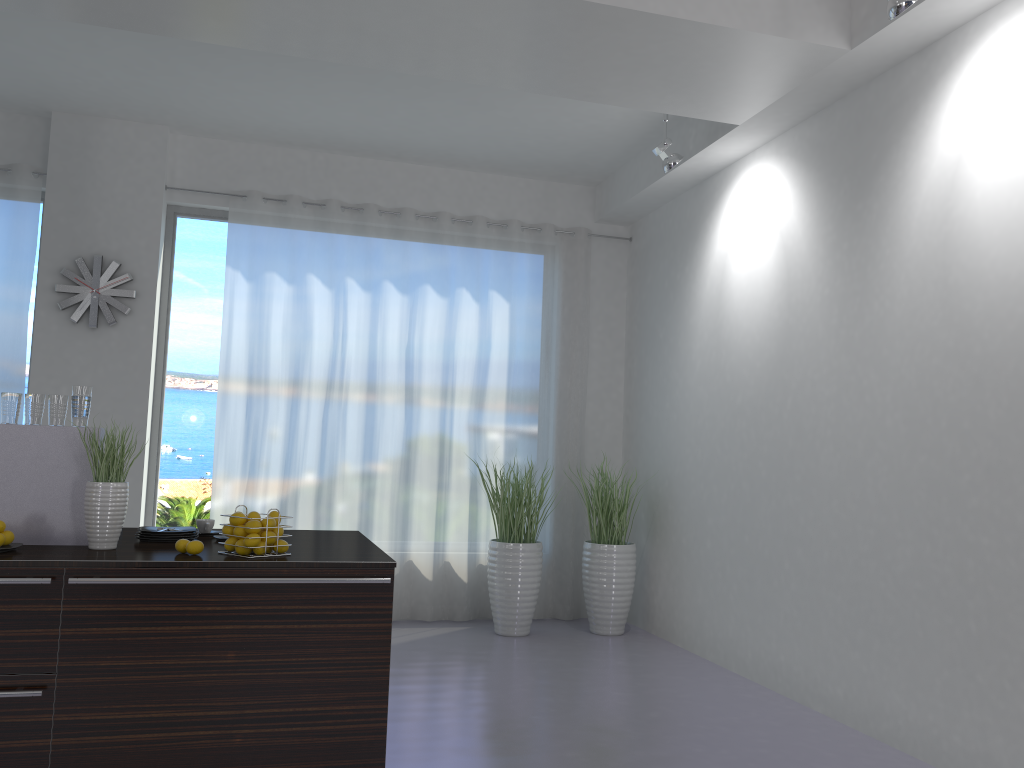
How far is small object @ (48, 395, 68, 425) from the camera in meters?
3.4

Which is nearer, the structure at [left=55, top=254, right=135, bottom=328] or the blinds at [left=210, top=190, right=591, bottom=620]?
the structure at [left=55, top=254, right=135, bottom=328]

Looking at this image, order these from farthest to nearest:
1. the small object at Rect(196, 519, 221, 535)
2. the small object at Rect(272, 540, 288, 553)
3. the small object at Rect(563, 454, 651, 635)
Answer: the small object at Rect(563, 454, 651, 635) < the small object at Rect(196, 519, 221, 535) < the small object at Rect(272, 540, 288, 553)

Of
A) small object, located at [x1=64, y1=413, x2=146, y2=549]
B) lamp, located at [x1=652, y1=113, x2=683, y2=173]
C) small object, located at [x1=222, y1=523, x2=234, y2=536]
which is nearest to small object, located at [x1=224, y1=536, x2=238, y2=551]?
small object, located at [x1=222, y1=523, x2=234, y2=536]

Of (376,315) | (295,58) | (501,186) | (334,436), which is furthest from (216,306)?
(501,186)

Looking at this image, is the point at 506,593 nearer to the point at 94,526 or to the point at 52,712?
the point at 94,526

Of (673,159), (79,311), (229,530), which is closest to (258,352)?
(79,311)

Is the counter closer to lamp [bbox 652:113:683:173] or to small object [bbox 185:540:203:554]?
small object [bbox 185:540:203:554]

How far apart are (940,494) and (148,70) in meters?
5.0 m

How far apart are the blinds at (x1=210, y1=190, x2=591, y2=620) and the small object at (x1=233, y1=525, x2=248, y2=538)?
3.22m
